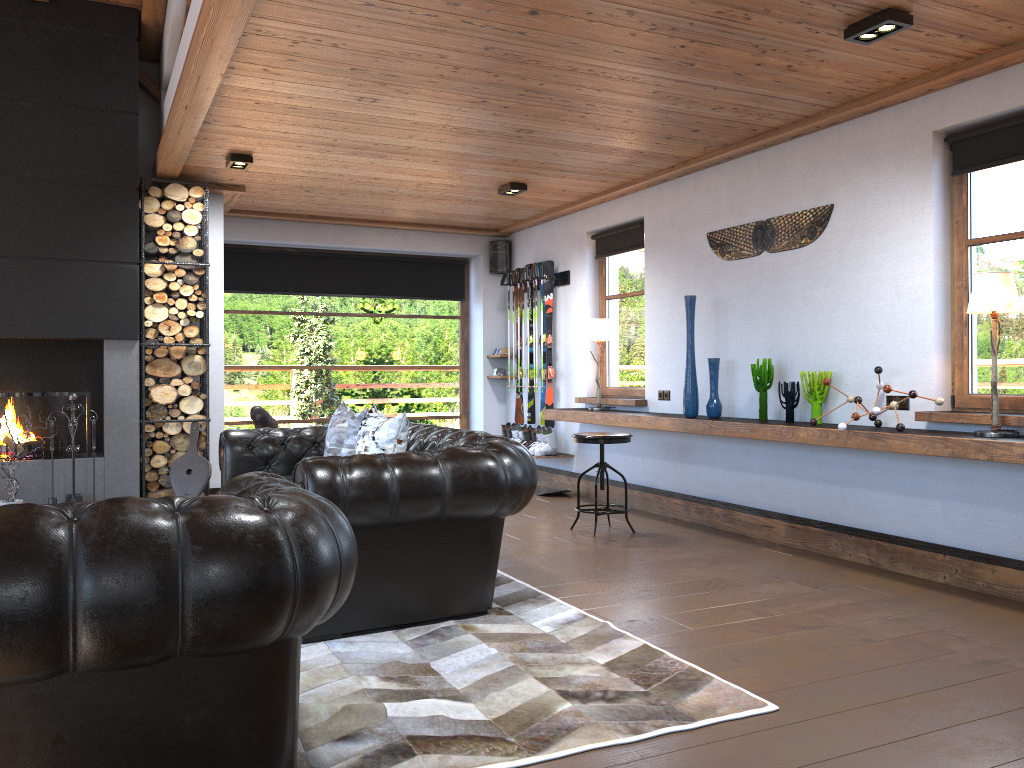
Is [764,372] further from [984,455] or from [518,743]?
[518,743]

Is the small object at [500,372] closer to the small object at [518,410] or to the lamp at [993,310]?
the small object at [518,410]

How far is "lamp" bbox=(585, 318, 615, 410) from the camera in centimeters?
754cm

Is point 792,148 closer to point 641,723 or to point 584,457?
point 584,457

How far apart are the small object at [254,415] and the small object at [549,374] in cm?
305

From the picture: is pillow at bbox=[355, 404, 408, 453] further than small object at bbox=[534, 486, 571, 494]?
No

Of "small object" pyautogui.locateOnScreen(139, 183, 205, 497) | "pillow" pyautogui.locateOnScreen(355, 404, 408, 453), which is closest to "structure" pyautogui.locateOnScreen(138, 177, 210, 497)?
"small object" pyautogui.locateOnScreen(139, 183, 205, 497)

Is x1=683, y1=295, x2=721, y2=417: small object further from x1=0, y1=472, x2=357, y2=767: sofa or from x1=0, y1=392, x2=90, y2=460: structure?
x1=0, y1=392, x2=90, y2=460: structure

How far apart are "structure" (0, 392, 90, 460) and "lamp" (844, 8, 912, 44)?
5.7 meters

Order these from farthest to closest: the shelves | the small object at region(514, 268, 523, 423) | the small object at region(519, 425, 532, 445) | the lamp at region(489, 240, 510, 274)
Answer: the lamp at region(489, 240, 510, 274)
the small object at region(514, 268, 523, 423)
the small object at region(519, 425, 532, 445)
the shelves
